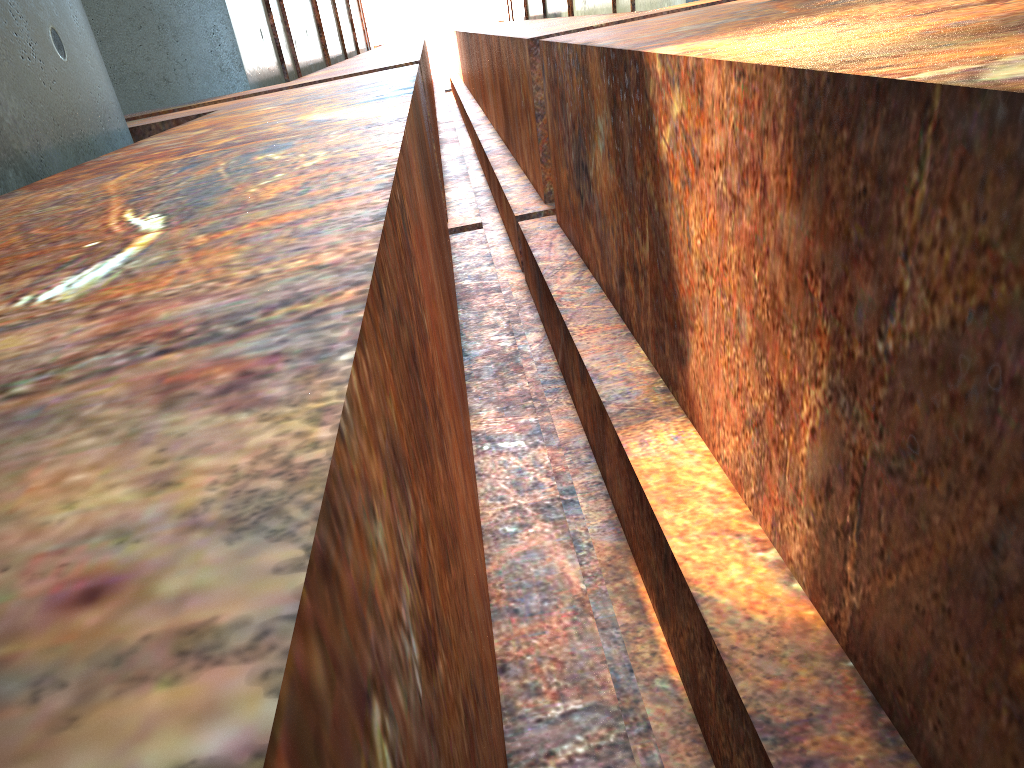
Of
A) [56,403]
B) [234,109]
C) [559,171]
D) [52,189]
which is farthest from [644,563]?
[559,171]
